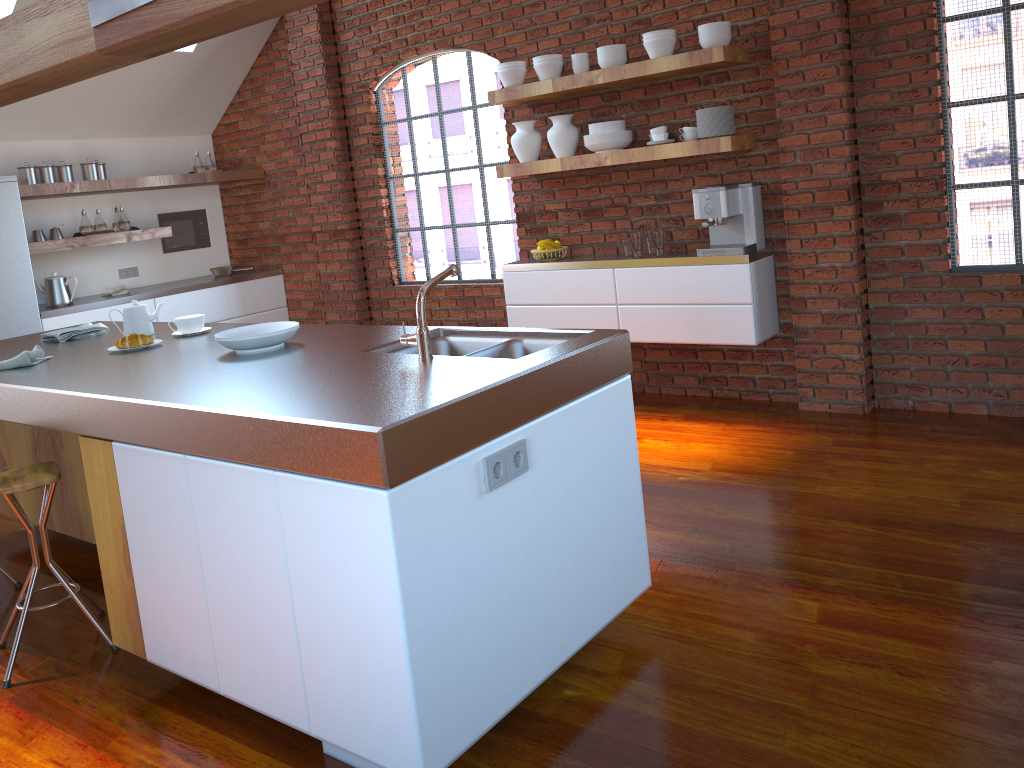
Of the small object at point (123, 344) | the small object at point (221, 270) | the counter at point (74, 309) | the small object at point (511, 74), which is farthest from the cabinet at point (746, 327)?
the small object at point (221, 270)

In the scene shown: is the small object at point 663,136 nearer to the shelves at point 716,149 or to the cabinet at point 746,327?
the shelves at point 716,149

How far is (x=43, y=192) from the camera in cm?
582

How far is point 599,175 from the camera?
5.3 meters

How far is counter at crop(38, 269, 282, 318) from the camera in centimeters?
598cm

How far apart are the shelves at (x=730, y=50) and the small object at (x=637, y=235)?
0.8m

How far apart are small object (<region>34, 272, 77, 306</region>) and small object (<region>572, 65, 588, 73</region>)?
3.83m

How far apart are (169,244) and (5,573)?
4.2m

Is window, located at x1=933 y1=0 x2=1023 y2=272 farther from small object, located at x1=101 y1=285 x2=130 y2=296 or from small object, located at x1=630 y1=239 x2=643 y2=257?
small object, located at x1=101 y1=285 x2=130 y2=296

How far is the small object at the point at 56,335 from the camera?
3.8 meters
